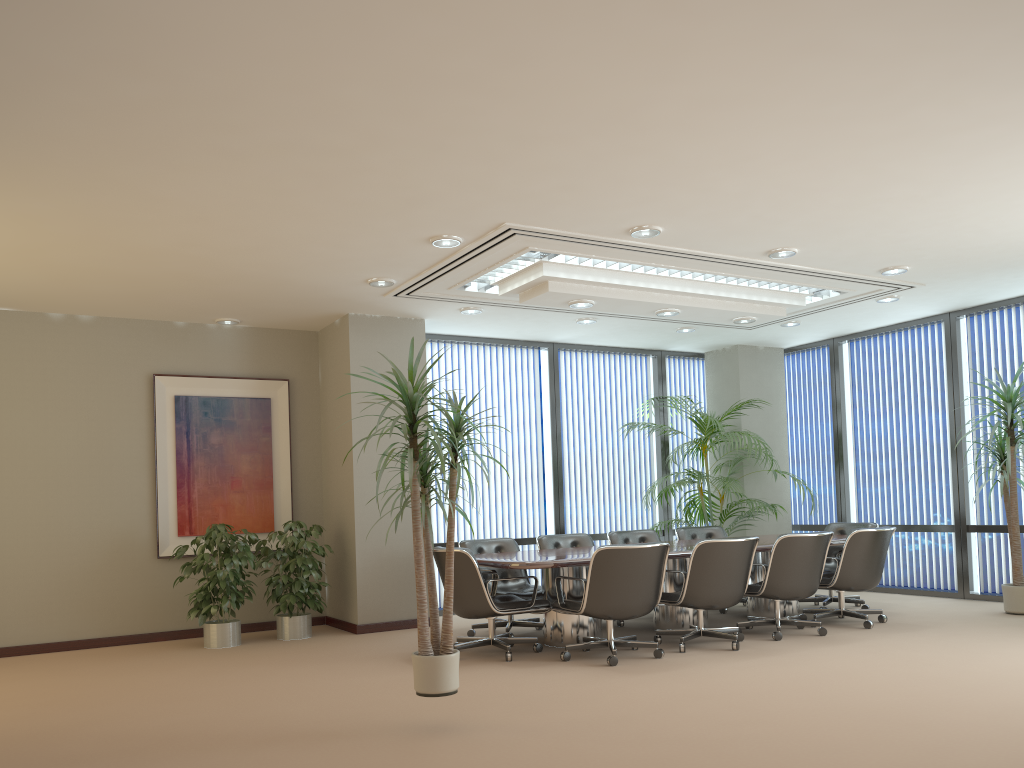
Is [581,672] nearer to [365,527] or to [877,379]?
[365,527]

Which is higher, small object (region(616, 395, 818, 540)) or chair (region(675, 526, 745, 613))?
small object (region(616, 395, 818, 540))

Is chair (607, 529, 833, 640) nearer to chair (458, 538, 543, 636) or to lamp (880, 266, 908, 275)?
chair (458, 538, 543, 636)

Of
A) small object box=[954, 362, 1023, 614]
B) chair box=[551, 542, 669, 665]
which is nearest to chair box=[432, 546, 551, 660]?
chair box=[551, 542, 669, 665]

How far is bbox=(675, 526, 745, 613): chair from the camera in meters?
9.2

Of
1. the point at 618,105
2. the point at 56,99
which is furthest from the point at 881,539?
the point at 56,99

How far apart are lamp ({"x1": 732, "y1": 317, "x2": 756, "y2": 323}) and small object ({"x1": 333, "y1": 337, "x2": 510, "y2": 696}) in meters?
4.5 m

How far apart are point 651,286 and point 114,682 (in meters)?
5.10

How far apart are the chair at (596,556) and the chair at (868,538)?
1.9 meters

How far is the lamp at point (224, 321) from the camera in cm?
854
